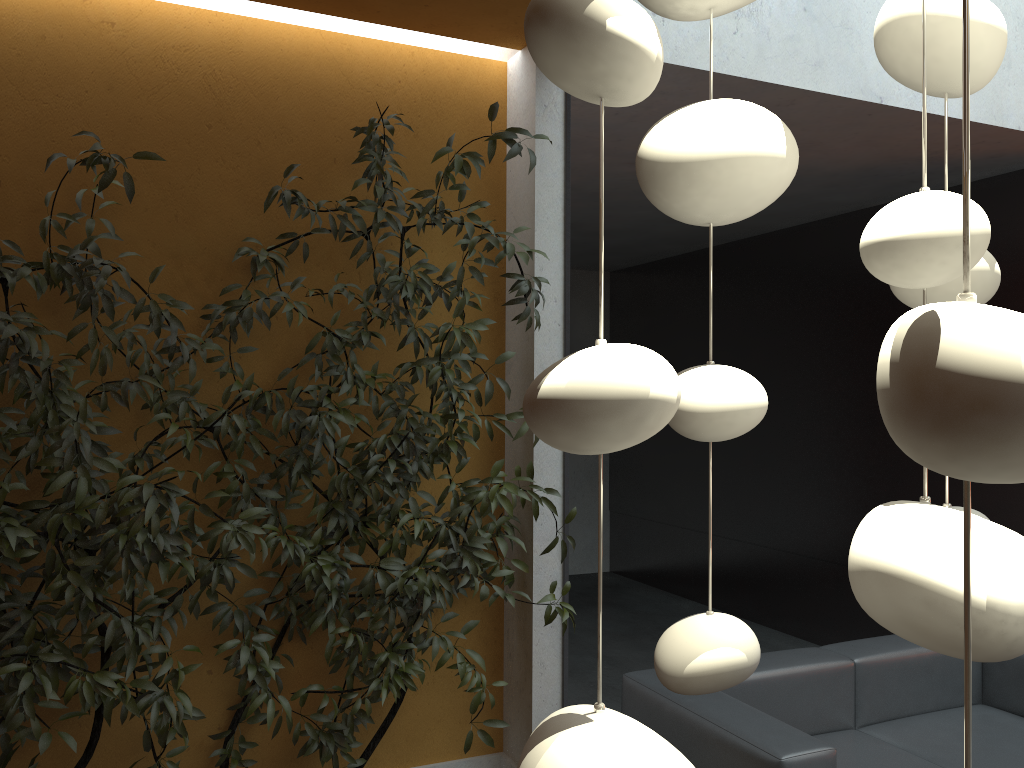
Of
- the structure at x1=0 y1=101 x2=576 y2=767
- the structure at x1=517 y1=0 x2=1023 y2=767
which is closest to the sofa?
the structure at x1=0 y1=101 x2=576 y2=767

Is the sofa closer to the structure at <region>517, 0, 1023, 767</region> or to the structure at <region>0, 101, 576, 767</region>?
the structure at <region>0, 101, 576, 767</region>

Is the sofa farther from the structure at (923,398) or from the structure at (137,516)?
the structure at (923,398)

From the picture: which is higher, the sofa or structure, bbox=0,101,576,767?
structure, bbox=0,101,576,767

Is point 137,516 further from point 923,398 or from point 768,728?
point 923,398

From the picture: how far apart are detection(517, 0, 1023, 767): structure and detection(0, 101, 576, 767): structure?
1.93m

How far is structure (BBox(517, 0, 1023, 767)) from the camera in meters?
0.3 m

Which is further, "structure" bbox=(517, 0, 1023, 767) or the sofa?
the sofa

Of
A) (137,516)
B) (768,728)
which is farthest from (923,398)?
(768,728)

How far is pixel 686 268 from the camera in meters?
7.7 m
